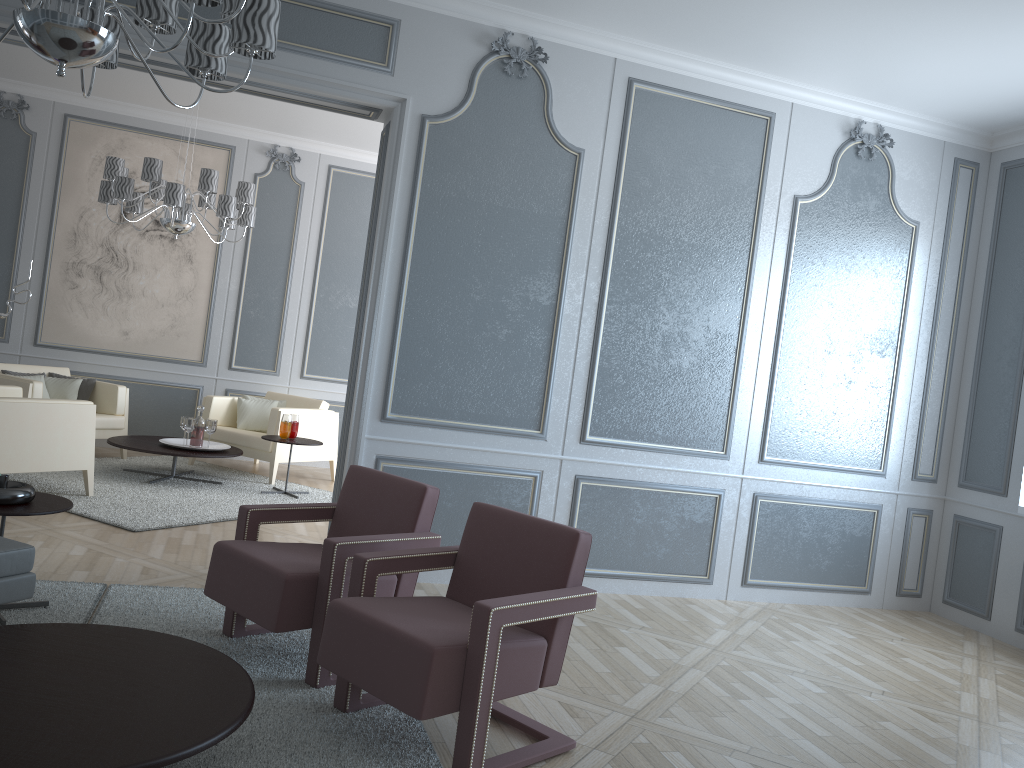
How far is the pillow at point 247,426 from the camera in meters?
6.8

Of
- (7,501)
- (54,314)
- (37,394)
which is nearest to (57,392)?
(37,394)

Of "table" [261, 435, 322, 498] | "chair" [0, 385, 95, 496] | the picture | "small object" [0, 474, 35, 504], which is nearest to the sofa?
"small object" [0, 474, 35, 504]

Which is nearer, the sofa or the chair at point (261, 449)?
the sofa

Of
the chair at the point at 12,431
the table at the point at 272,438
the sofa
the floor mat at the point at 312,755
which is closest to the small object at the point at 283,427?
the table at the point at 272,438

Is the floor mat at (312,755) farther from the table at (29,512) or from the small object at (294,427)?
the small object at (294,427)

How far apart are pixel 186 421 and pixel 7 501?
3.1m

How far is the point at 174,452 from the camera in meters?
5.7 m

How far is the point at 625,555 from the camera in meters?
4.5 m

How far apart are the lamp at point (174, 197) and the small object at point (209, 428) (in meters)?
1.28
